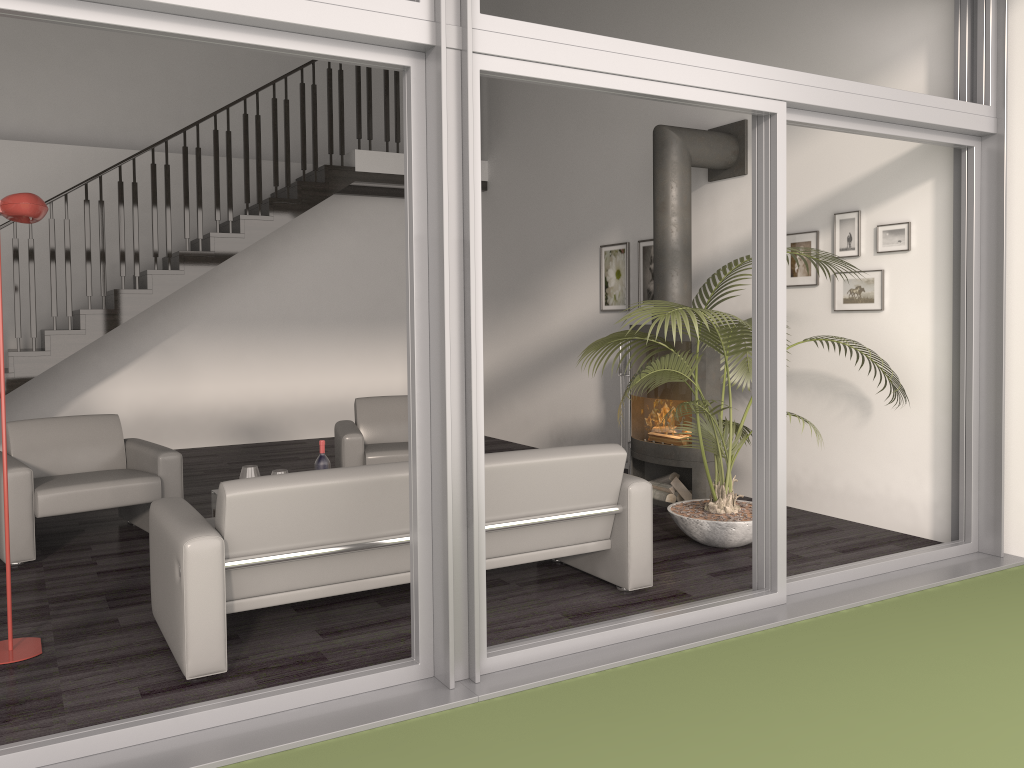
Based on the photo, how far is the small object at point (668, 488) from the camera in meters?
6.1 m

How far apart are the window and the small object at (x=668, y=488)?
1.84m

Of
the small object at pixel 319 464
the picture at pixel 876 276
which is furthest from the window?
the small object at pixel 319 464

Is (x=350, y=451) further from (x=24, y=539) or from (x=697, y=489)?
(x=697, y=489)

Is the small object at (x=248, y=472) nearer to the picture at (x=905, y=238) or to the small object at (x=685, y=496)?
the small object at (x=685, y=496)

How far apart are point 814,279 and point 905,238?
0.7m

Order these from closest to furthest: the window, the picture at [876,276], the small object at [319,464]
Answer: the window, the small object at [319,464], the picture at [876,276]

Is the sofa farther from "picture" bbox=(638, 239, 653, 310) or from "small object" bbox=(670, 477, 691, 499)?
"picture" bbox=(638, 239, 653, 310)

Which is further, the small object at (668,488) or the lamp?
the small object at (668,488)

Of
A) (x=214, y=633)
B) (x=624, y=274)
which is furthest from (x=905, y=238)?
(x=214, y=633)
